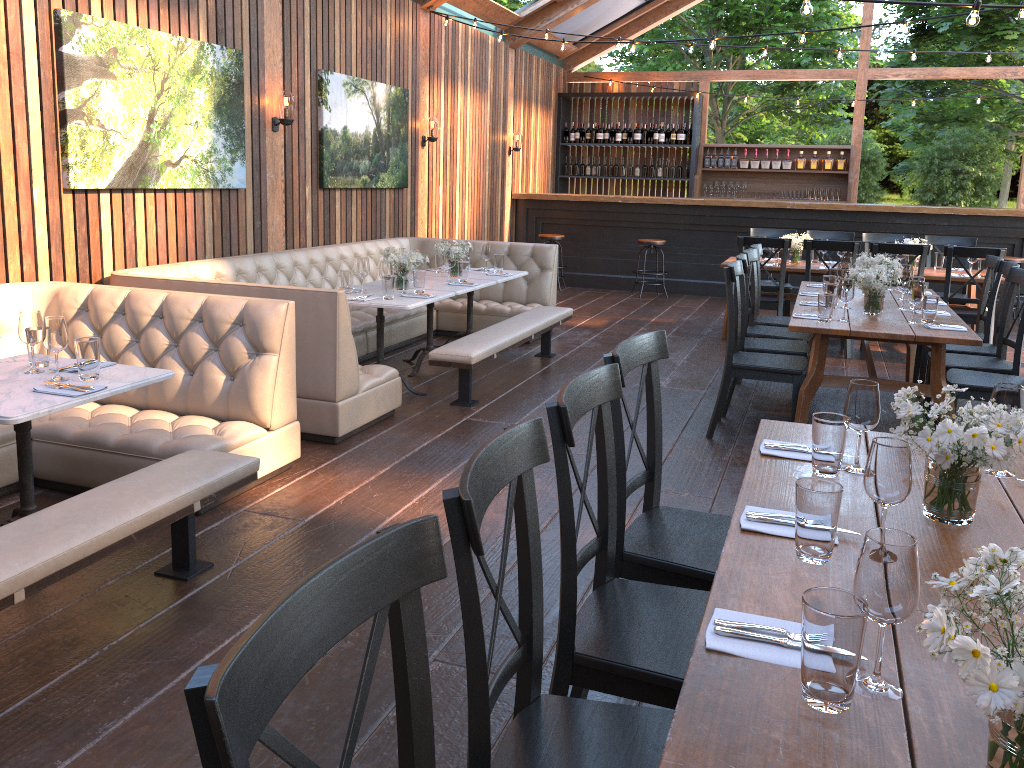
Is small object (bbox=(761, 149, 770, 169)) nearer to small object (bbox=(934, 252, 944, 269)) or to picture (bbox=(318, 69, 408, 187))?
small object (bbox=(934, 252, 944, 269))

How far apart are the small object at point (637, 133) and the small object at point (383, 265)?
8.70m

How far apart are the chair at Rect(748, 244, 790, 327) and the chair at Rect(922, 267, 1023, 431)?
1.3m

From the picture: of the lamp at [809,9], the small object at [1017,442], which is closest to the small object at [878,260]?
the lamp at [809,9]

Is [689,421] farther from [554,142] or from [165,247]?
[554,142]

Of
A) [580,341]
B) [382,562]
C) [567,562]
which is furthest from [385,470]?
[580,341]

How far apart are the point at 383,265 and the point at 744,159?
9.07m

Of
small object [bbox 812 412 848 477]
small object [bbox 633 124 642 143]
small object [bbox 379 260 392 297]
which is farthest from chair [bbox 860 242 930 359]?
small object [bbox 633 124 642 143]

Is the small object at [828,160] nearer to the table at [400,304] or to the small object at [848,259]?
the small object at [848,259]

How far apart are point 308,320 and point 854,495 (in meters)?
3.30
